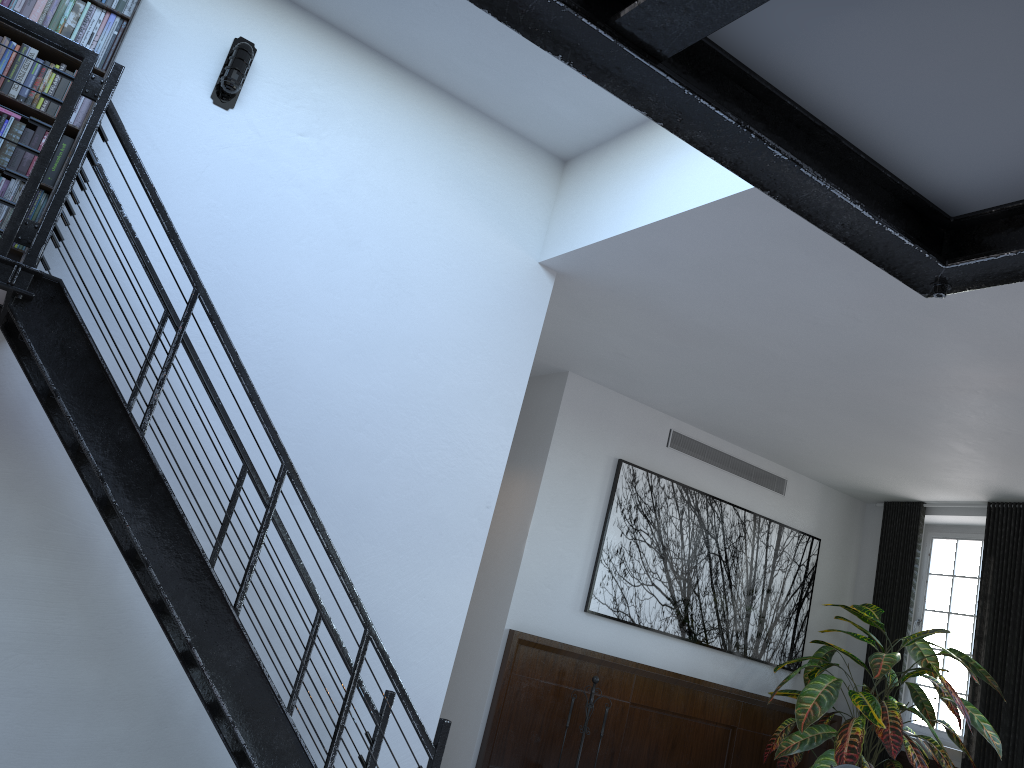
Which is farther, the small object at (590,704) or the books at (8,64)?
the small object at (590,704)

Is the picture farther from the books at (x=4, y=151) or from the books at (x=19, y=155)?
the books at (x=4, y=151)

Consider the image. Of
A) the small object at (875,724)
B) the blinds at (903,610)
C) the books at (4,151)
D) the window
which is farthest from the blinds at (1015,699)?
the books at (4,151)

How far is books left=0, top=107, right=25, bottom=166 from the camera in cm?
361

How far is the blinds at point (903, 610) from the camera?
8.3 meters

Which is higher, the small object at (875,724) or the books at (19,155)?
the books at (19,155)

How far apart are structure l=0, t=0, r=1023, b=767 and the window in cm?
602

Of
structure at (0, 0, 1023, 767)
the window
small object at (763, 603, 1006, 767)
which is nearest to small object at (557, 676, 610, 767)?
small object at (763, 603, 1006, 767)

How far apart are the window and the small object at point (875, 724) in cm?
31

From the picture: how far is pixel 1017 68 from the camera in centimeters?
93cm
